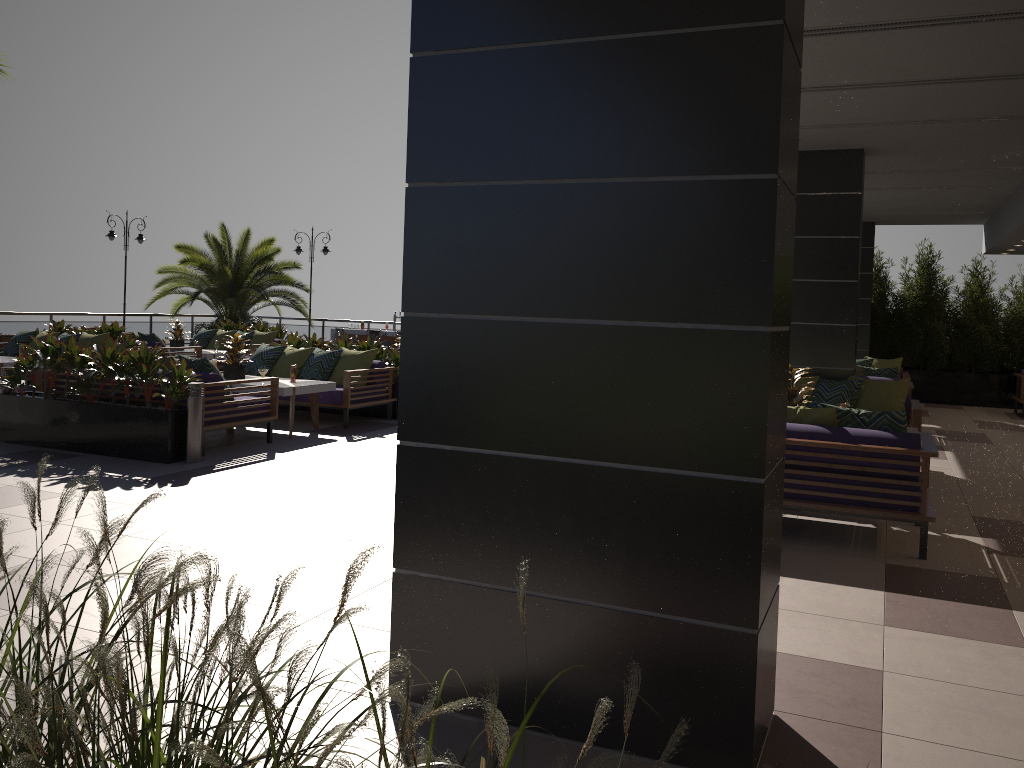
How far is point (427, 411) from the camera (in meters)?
3.18

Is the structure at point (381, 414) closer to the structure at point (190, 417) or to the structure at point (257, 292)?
the structure at point (190, 417)

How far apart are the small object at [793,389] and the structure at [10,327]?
15.22m

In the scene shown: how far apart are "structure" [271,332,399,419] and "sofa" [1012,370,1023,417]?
10.16m

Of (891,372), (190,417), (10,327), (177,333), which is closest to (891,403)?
(891,372)

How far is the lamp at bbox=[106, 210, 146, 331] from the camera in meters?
18.8

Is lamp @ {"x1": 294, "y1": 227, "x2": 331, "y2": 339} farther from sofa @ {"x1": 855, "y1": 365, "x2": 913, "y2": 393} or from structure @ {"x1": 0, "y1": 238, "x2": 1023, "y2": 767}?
sofa @ {"x1": 855, "y1": 365, "x2": 913, "y2": 393}

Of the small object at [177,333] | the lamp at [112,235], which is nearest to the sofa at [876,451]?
the small object at [177,333]

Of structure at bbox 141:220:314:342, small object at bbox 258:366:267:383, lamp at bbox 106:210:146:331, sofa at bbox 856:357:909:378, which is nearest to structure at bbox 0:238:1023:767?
sofa at bbox 856:357:909:378

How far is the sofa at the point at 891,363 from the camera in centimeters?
1412cm
